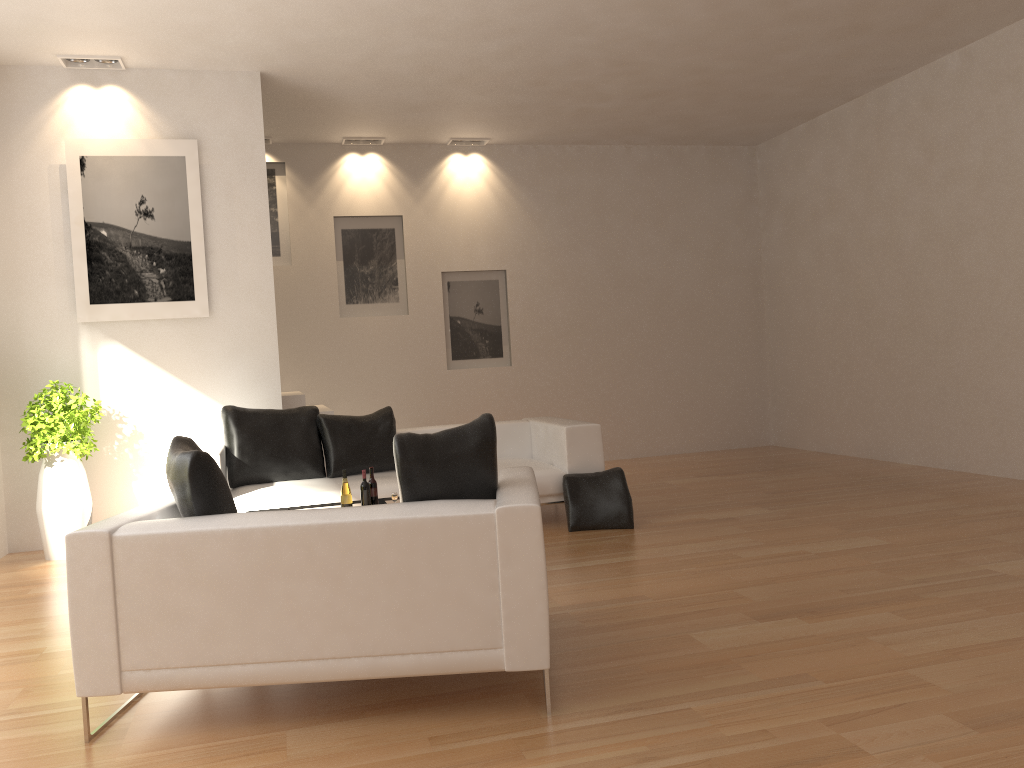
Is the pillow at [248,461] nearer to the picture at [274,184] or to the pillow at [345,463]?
the pillow at [345,463]

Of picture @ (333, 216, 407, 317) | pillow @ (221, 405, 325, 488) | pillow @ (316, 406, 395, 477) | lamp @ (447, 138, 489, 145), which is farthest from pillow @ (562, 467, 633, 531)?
lamp @ (447, 138, 489, 145)

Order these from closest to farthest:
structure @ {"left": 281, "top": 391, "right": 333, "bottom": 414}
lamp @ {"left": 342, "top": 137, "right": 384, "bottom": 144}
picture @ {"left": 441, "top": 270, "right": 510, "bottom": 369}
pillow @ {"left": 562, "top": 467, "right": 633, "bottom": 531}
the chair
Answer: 1. the chair
2. pillow @ {"left": 562, "top": 467, "right": 633, "bottom": 531}
3. structure @ {"left": 281, "top": 391, "right": 333, "bottom": 414}
4. lamp @ {"left": 342, "top": 137, "right": 384, "bottom": 144}
5. picture @ {"left": 441, "top": 270, "right": 510, "bottom": 369}

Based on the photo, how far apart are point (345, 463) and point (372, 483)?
1.6 meters

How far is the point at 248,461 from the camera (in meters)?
6.52

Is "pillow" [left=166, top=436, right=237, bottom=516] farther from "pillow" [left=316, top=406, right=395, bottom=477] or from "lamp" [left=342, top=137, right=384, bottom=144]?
"lamp" [left=342, top=137, right=384, bottom=144]

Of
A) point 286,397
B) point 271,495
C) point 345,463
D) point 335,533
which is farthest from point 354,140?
point 335,533

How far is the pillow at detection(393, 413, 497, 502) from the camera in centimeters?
333cm

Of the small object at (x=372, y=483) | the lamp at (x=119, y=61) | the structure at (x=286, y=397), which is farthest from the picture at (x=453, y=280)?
the small object at (x=372, y=483)

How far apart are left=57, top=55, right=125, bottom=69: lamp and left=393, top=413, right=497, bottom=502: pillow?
5.1m
